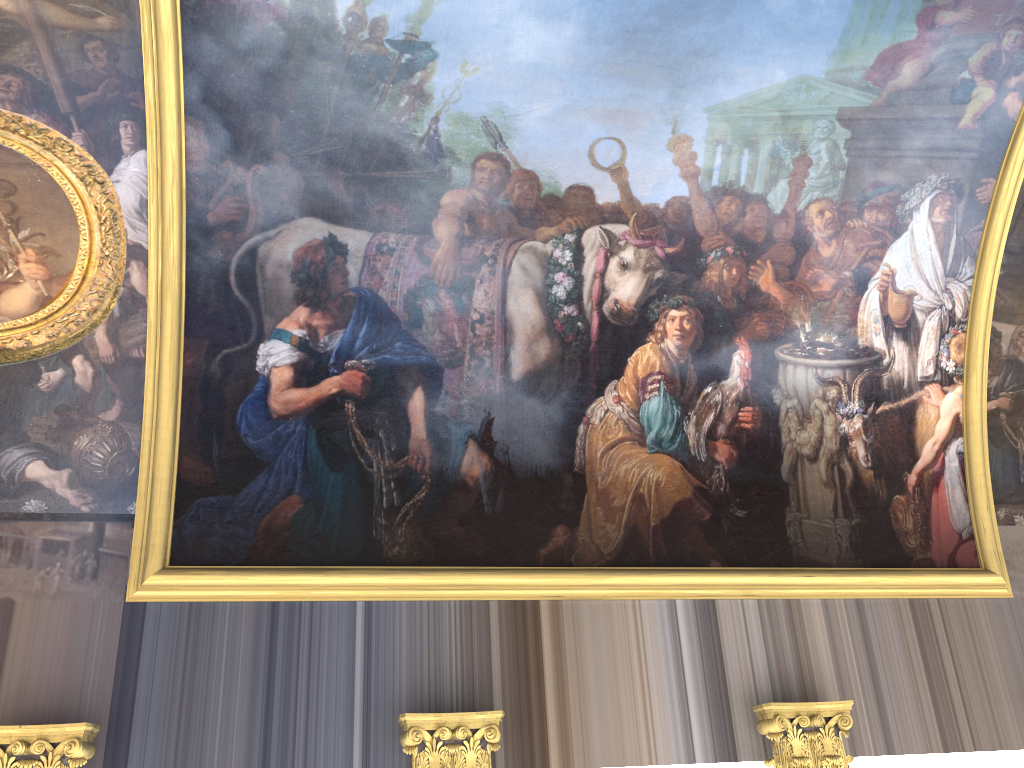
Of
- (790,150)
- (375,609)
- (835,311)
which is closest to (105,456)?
(375,609)

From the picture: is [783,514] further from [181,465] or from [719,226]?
[181,465]

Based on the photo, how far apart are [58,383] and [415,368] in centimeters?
331cm
